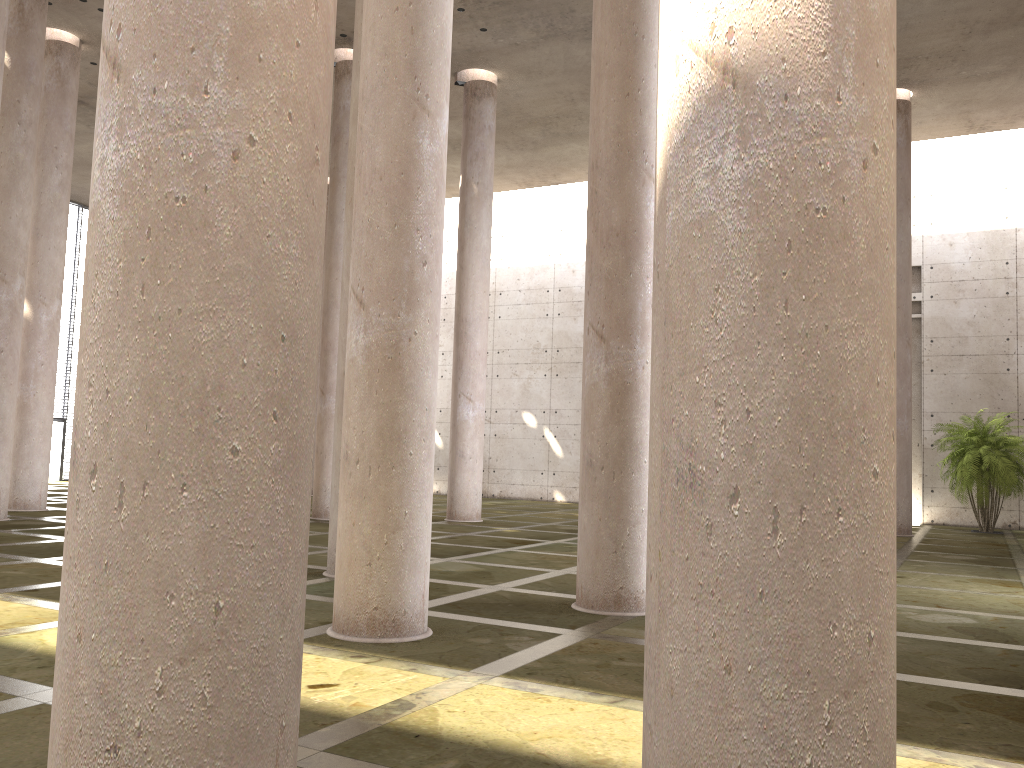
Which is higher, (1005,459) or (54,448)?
(1005,459)

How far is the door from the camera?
32.6m

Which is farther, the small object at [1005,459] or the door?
the door

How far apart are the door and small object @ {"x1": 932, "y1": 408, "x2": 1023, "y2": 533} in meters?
29.8 m

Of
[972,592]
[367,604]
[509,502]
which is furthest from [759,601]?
[509,502]

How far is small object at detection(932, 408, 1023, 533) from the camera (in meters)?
21.74

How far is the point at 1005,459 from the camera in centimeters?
2174cm

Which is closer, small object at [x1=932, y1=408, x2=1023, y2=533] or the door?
small object at [x1=932, y1=408, x2=1023, y2=533]

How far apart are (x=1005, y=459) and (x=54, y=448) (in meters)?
30.88

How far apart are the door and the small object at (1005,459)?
29.8 meters
